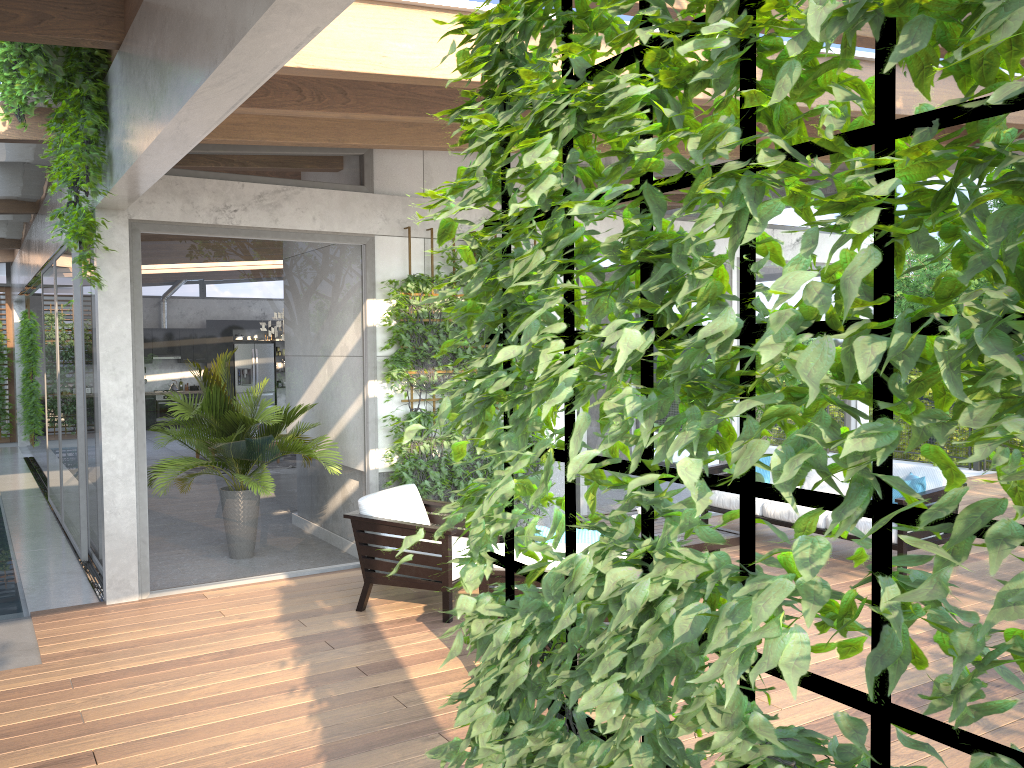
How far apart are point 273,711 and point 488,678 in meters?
3.1 m

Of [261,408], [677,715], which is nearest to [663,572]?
[677,715]

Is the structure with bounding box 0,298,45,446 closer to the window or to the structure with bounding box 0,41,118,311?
the window

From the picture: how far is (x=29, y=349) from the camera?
15.6m

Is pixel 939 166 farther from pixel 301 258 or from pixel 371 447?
pixel 371 447

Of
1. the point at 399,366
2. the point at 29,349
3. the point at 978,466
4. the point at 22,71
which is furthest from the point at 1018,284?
the point at 29,349

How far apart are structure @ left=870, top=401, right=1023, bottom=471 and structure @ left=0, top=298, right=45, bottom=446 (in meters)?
15.22

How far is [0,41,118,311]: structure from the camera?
5.1m

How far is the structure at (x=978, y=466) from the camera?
12.4 meters

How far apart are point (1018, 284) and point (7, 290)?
19.7m
